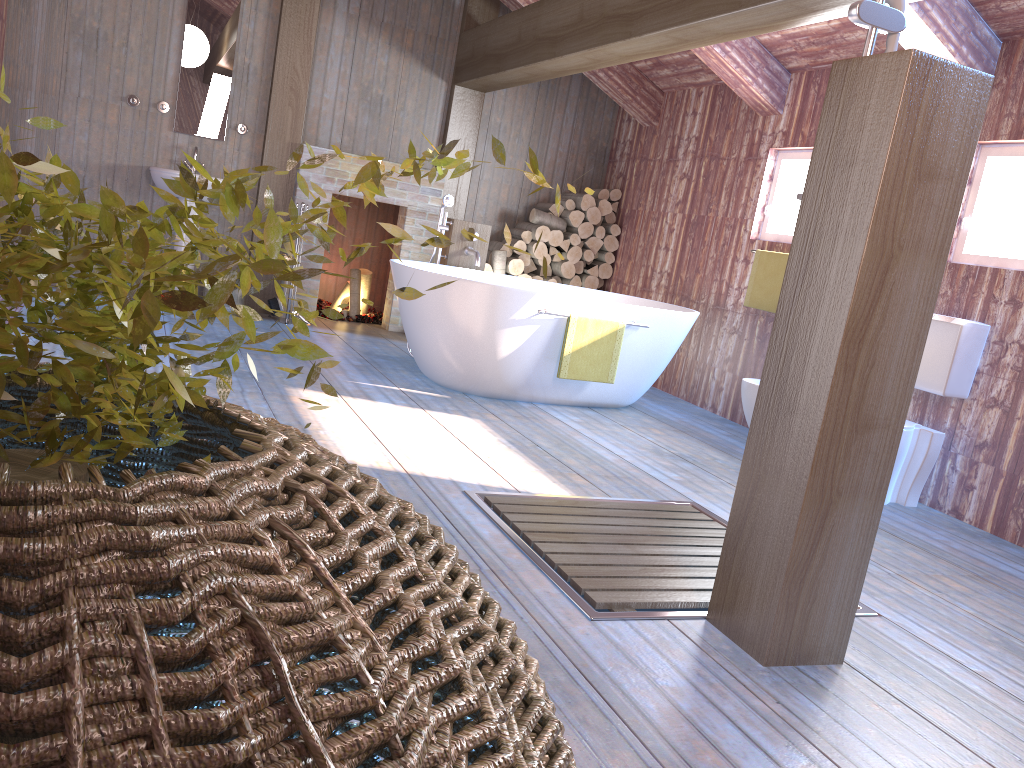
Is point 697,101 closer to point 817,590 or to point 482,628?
point 817,590

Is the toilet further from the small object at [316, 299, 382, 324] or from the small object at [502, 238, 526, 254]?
the small object at [316, 299, 382, 324]

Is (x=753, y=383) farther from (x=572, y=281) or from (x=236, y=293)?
(x=236, y=293)

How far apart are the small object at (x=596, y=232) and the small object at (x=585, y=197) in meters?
0.2 m

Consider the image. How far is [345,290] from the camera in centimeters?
Result: 742cm

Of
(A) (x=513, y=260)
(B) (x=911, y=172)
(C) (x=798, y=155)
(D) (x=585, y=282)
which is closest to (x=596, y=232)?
(D) (x=585, y=282)

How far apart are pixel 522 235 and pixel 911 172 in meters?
5.2

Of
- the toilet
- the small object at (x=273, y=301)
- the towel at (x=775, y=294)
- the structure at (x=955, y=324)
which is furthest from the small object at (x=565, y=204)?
the toilet

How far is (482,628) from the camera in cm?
62

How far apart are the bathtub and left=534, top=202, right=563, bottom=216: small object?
1.4 meters
